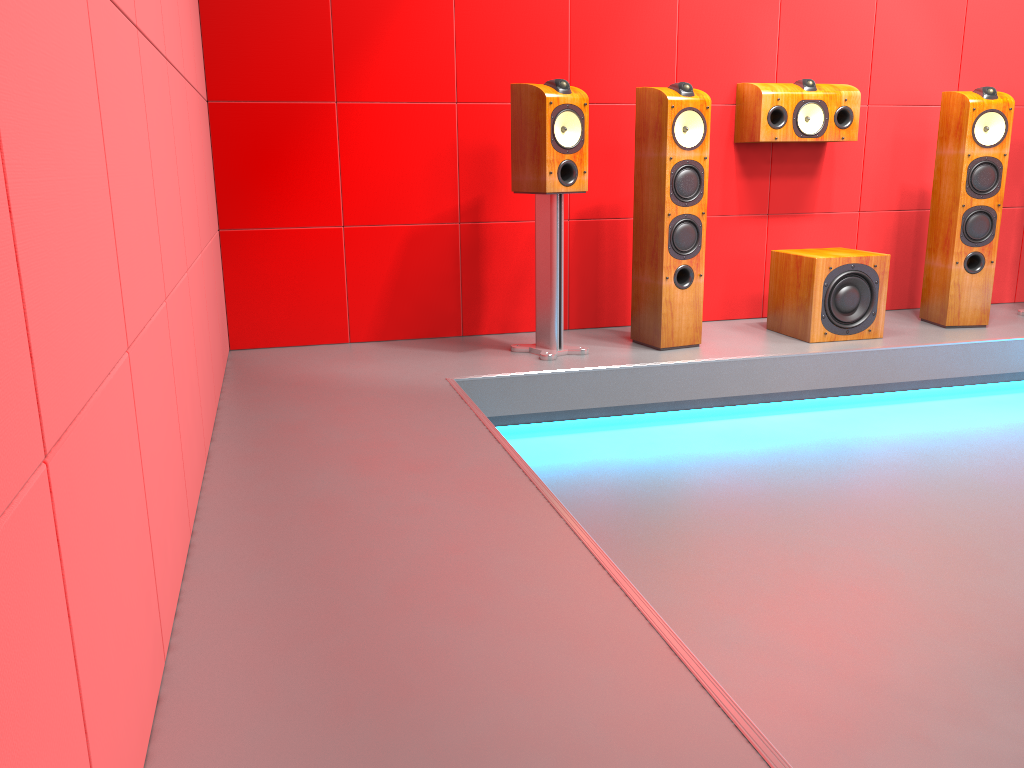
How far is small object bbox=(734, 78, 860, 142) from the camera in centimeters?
386cm

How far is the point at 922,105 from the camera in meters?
4.3

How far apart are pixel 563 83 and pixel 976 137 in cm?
189

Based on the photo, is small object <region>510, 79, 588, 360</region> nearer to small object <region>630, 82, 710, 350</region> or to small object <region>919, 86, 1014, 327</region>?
small object <region>630, 82, 710, 350</region>

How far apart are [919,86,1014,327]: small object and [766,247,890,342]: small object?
0.4m

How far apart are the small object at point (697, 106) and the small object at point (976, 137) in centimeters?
124cm

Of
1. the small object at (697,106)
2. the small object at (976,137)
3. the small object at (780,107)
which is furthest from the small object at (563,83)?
the small object at (976,137)

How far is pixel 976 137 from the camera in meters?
3.8

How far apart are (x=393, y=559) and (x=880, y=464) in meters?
1.9

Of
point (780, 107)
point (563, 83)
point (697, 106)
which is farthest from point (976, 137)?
point (563, 83)
